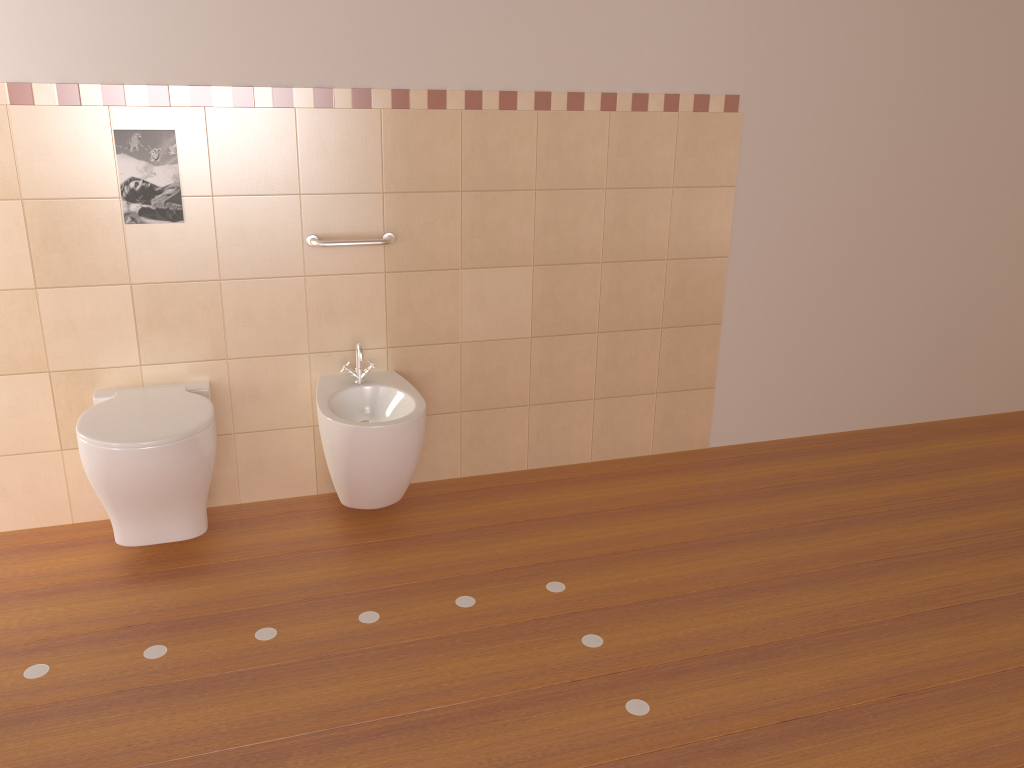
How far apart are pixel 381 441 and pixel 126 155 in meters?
1.1 m

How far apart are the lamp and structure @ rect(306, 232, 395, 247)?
1.17m

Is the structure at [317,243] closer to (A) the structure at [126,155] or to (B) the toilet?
Answer: (A) the structure at [126,155]

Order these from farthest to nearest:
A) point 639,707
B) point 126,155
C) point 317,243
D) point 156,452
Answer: point 317,243, point 126,155, point 156,452, point 639,707

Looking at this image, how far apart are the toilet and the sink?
0.3 meters

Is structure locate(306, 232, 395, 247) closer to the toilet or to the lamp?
the toilet

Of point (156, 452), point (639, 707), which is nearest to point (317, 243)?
point (156, 452)

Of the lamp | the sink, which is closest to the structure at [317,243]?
the sink

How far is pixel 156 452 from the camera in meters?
2.4

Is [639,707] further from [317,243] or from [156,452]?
[317,243]
